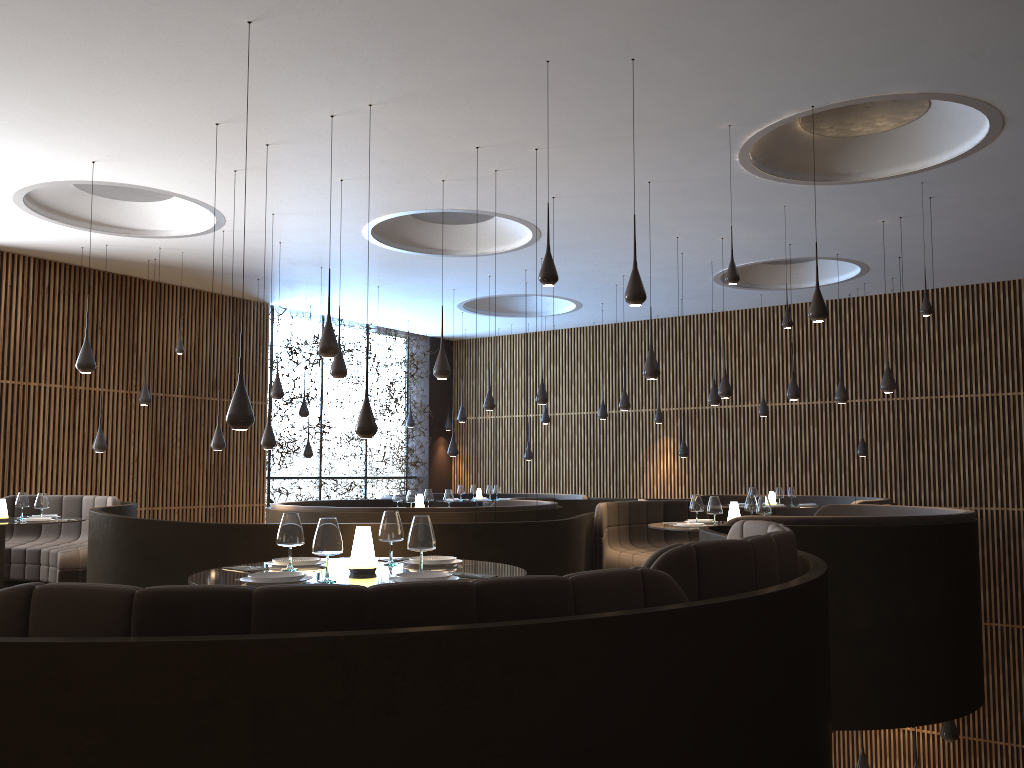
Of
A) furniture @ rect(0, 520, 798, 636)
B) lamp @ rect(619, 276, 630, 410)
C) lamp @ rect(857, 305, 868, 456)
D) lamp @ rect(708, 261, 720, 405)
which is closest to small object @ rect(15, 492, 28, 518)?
furniture @ rect(0, 520, 798, 636)

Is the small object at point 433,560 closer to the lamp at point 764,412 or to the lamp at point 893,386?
the lamp at point 893,386

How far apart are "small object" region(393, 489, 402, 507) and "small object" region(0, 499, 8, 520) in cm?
471

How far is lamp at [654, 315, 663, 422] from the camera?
18.0m

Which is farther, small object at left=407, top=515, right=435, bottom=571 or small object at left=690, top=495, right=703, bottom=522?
small object at left=690, top=495, right=703, bottom=522

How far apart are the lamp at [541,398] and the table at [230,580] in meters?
8.3 m

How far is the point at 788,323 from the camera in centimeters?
1069cm

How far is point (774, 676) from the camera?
3.3 meters

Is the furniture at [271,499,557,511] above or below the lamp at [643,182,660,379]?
below

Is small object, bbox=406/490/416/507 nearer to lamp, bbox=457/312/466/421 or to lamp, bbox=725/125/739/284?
lamp, bbox=725/125/739/284
